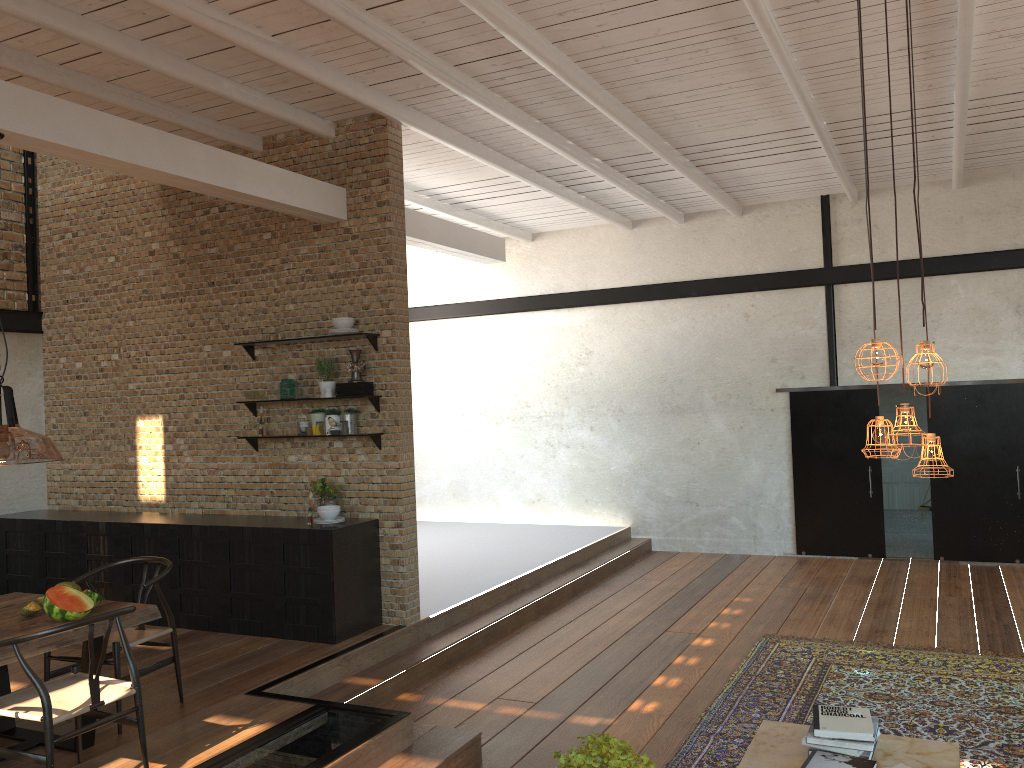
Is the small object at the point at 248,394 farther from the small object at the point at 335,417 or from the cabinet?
the cabinet

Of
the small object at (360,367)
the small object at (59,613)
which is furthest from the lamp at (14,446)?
the small object at (360,367)

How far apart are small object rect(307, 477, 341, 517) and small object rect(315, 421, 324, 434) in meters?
0.4 m

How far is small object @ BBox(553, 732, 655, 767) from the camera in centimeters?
267cm

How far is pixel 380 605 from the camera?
7.0m

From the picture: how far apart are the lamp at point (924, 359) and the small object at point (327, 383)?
4.66m

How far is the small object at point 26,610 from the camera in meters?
4.6

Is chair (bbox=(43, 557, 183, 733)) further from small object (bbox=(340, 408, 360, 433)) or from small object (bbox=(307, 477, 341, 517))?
small object (bbox=(340, 408, 360, 433))

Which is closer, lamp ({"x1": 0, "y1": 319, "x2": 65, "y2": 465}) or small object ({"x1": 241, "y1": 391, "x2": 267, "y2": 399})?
lamp ({"x1": 0, "y1": 319, "x2": 65, "y2": 465})

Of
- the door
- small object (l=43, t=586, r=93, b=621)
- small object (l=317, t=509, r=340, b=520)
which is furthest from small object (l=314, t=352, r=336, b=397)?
the door
